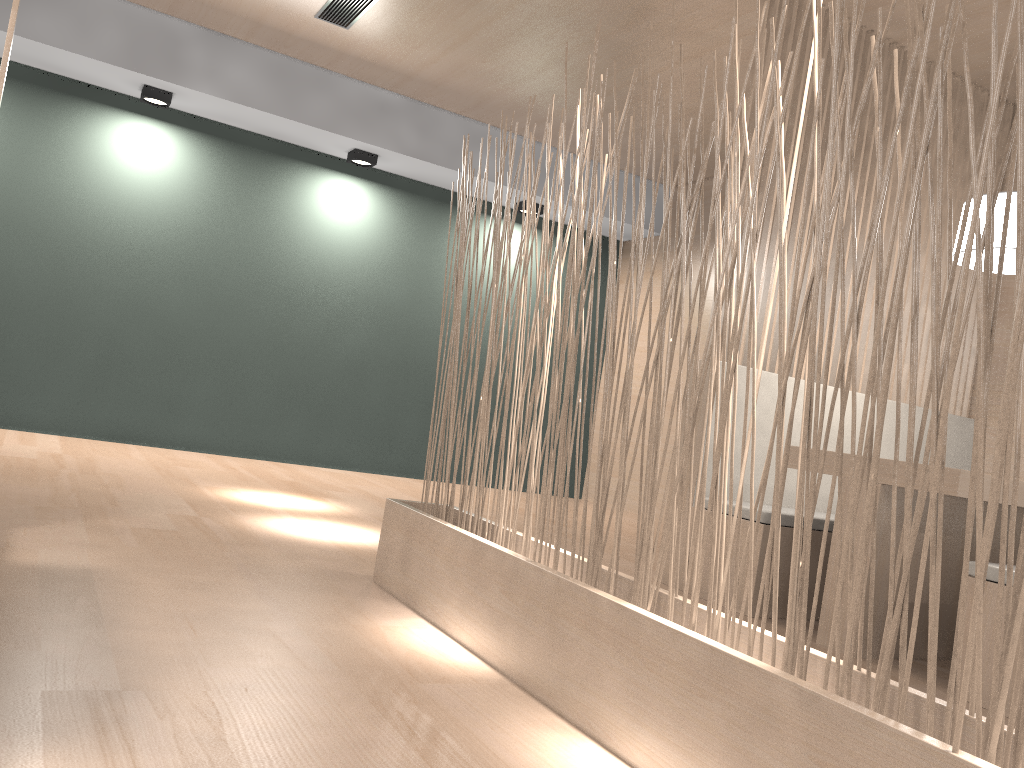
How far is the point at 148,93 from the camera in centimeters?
332cm

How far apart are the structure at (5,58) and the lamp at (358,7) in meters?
1.5

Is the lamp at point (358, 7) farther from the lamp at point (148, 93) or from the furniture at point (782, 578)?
the furniture at point (782, 578)

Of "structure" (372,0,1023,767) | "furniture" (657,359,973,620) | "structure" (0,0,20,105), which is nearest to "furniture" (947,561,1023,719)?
"furniture" (657,359,973,620)

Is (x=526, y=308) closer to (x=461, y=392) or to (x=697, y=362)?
(x=461, y=392)

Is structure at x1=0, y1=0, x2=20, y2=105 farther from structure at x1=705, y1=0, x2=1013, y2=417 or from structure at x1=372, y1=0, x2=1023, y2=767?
structure at x1=705, y1=0, x2=1013, y2=417

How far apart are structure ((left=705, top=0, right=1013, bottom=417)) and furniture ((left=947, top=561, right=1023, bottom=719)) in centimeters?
92cm

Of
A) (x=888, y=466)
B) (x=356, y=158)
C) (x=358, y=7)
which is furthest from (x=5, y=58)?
(x=356, y=158)

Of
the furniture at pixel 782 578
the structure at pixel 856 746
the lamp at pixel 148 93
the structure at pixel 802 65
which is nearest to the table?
the furniture at pixel 782 578

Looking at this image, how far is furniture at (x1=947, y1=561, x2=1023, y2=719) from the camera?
1.5m
